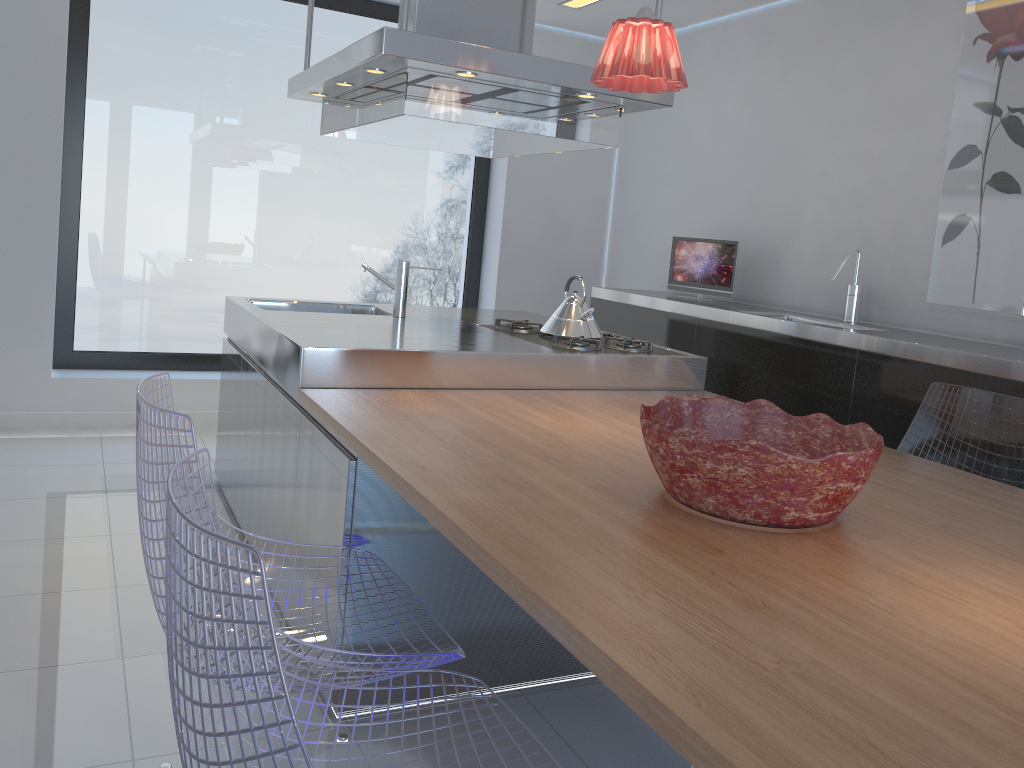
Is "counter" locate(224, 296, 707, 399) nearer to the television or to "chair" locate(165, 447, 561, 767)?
A: the television

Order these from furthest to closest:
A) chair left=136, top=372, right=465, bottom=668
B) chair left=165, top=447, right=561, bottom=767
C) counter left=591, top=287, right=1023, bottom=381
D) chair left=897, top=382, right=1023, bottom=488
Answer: counter left=591, top=287, right=1023, bottom=381, chair left=897, top=382, right=1023, bottom=488, chair left=136, top=372, right=465, bottom=668, chair left=165, top=447, right=561, bottom=767

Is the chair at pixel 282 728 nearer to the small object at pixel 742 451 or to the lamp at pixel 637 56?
the small object at pixel 742 451

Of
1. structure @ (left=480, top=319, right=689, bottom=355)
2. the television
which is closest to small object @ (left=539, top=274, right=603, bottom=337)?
structure @ (left=480, top=319, right=689, bottom=355)

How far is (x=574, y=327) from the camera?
3.4m

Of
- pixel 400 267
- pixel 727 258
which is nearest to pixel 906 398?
pixel 727 258

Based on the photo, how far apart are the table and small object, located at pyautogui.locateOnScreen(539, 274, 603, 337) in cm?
39

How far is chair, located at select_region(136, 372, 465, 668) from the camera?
1.49m

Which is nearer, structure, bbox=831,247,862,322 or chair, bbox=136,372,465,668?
chair, bbox=136,372,465,668

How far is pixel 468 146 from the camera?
4.0m
